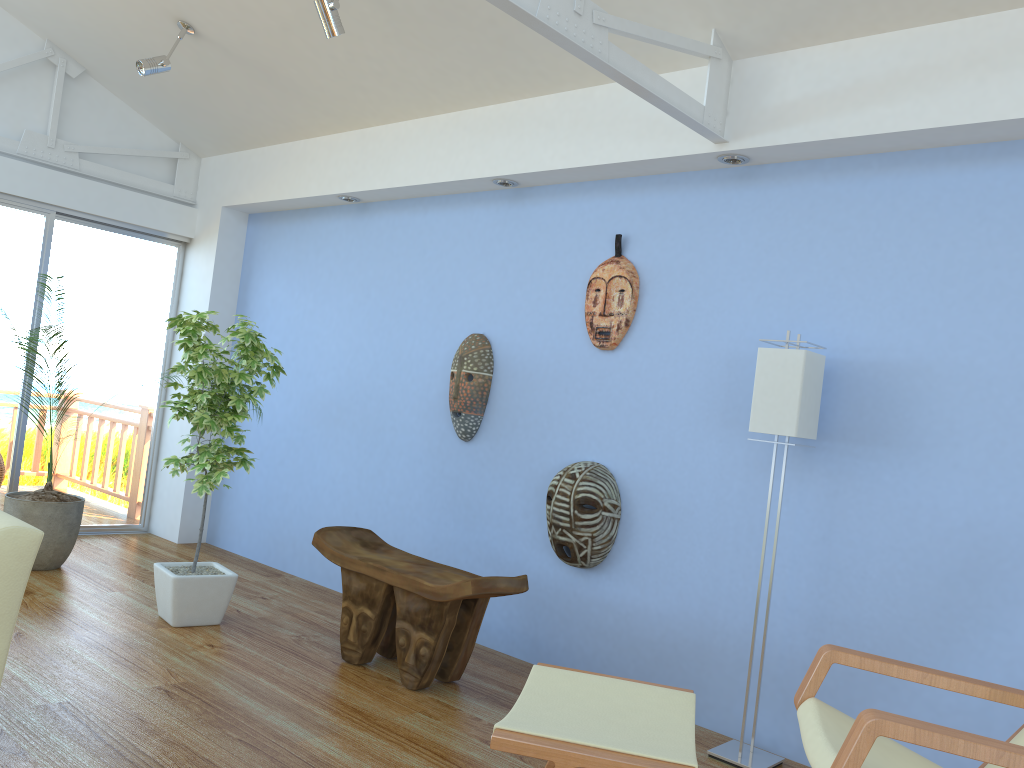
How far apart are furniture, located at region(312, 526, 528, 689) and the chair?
1.21m

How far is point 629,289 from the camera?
3.8m

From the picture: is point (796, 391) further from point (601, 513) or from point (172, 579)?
point (172, 579)

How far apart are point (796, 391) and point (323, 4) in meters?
2.4

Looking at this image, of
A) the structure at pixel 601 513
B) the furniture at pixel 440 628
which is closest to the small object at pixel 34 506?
the furniture at pixel 440 628

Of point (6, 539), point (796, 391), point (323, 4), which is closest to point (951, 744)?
point (796, 391)

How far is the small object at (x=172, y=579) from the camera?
3.8m

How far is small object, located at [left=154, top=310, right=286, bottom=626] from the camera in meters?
3.8 m

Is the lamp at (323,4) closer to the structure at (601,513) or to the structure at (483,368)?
the structure at (483,368)

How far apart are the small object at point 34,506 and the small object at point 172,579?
0.9m
